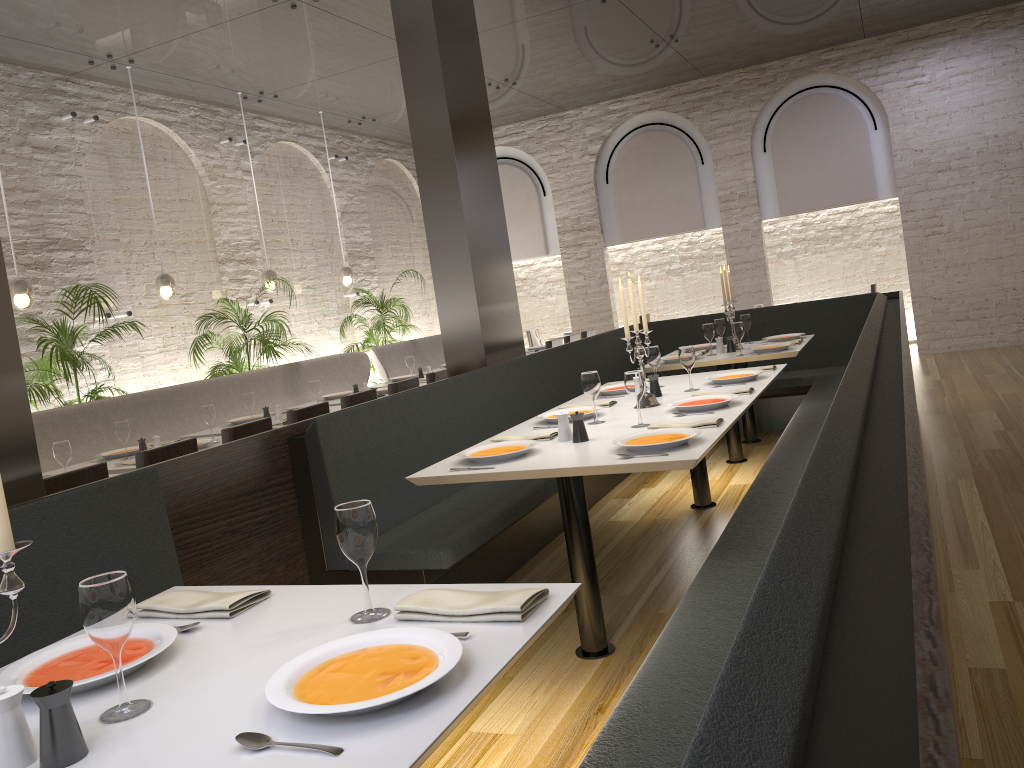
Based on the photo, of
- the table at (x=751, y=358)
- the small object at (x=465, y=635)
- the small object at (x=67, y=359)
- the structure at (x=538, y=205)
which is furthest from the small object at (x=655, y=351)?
the structure at (x=538, y=205)

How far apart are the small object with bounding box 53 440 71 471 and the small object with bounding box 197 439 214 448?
0.9m

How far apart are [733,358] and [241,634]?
4.68m

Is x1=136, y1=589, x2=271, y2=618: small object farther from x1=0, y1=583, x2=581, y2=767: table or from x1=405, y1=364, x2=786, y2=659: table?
x1=405, y1=364, x2=786, y2=659: table

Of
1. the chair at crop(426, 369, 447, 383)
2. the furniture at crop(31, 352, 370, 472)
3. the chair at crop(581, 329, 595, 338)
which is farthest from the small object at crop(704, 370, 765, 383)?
the chair at crop(581, 329, 595, 338)

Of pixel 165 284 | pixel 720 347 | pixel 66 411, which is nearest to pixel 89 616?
pixel 66 411

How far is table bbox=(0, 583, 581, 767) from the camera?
1.3m

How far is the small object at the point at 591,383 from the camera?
3.9m

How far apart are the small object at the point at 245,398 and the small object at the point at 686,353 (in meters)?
3.27

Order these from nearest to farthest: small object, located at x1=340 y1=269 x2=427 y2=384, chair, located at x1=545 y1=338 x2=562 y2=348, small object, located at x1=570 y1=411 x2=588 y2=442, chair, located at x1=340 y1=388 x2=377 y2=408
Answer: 1. small object, located at x1=570 y1=411 x2=588 y2=442
2. chair, located at x1=340 y1=388 x2=377 y2=408
3. chair, located at x1=545 y1=338 x2=562 y2=348
4. small object, located at x1=340 y1=269 x2=427 y2=384
